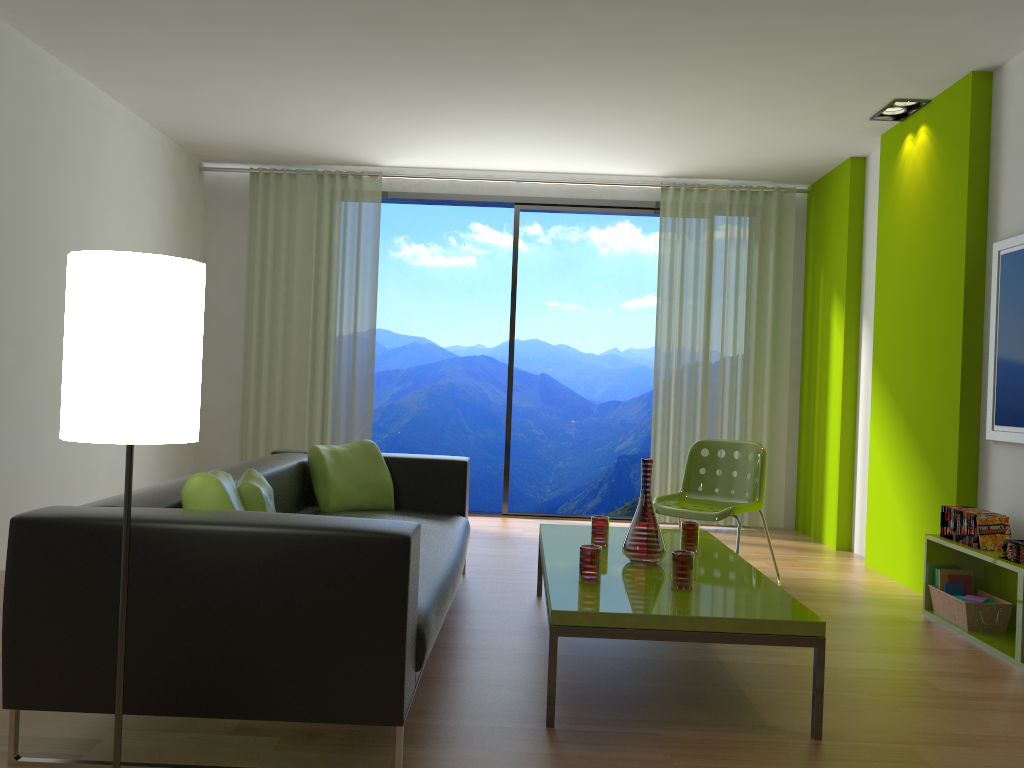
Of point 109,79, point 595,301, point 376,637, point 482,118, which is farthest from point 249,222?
point 595,301

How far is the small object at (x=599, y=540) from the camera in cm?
372

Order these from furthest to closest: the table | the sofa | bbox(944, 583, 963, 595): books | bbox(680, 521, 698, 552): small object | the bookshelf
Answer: bbox(944, 583, 963, 595): books < bbox(680, 521, 698, 552): small object < the bookshelf < the table < the sofa

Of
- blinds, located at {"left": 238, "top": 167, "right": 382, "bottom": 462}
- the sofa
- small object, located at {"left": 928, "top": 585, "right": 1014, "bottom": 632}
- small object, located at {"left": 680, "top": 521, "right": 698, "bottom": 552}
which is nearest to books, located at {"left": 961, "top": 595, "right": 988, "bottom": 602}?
small object, located at {"left": 928, "top": 585, "right": 1014, "bottom": 632}

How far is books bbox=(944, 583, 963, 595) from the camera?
4.10m

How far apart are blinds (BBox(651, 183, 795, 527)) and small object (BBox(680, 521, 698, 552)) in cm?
303

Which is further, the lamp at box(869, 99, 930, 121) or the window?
the window

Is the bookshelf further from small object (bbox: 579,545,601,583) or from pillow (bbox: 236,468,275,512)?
pillow (bbox: 236,468,275,512)

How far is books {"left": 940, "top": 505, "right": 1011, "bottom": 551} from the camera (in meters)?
3.82

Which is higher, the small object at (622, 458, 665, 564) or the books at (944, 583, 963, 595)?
the small object at (622, 458, 665, 564)
